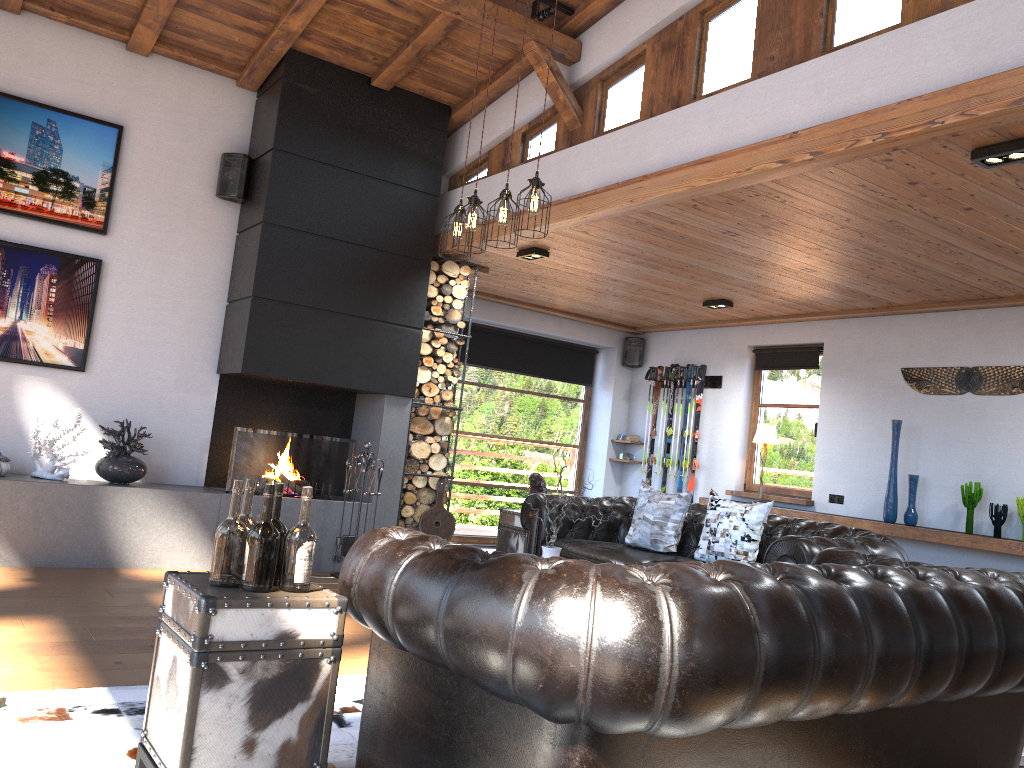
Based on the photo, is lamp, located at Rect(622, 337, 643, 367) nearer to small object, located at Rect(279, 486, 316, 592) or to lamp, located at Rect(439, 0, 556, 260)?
lamp, located at Rect(439, 0, 556, 260)

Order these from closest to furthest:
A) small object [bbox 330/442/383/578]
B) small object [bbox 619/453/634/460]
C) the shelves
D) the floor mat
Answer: the floor mat
the shelves
small object [bbox 330/442/383/578]
small object [bbox 619/453/634/460]

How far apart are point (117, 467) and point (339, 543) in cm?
163

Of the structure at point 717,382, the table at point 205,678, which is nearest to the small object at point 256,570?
Result: the table at point 205,678

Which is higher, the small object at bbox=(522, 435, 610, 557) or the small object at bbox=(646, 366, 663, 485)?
the small object at bbox=(646, 366, 663, 485)

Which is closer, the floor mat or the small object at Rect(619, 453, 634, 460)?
the floor mat

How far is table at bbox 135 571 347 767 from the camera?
2.2m

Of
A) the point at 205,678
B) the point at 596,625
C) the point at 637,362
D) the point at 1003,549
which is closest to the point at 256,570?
the point at 205,678

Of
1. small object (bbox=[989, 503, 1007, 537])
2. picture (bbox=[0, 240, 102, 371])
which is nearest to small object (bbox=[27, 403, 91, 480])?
picture (bbox=[0, 240, 102, 371])

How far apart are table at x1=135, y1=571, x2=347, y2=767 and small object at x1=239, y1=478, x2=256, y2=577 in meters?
0.2
